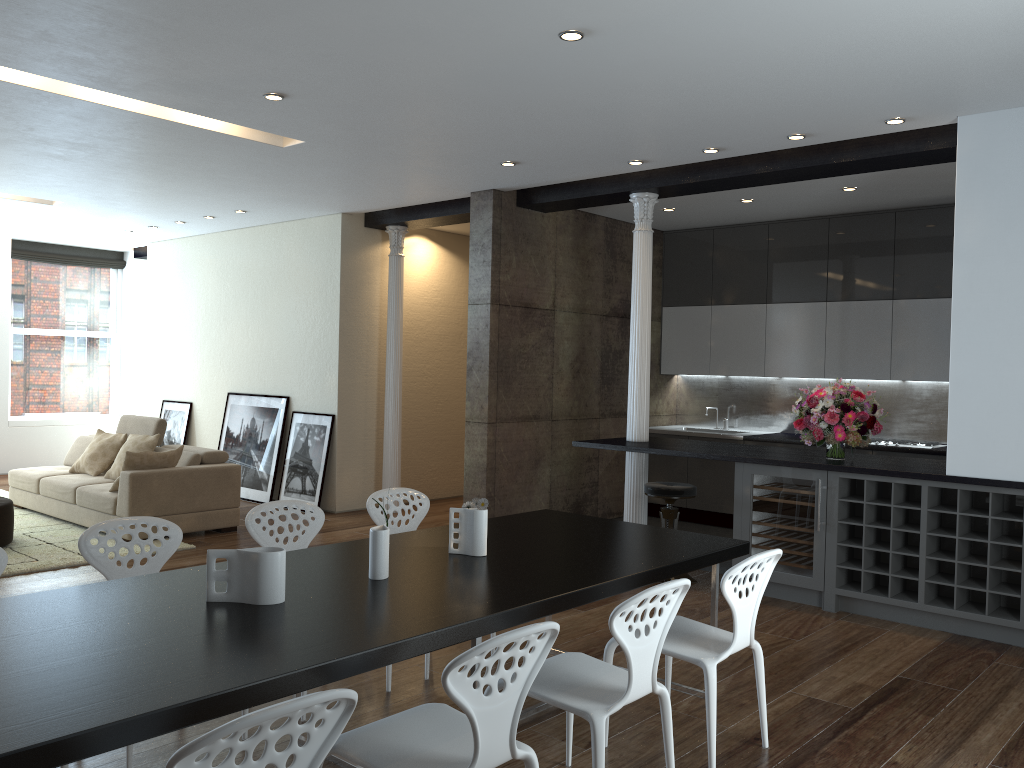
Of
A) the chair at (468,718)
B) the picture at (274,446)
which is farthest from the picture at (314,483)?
the chair at (468,718)

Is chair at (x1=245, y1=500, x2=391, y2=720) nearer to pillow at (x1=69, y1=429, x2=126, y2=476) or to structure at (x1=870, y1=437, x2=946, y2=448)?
pillow at (x1=69, y1=429, x2=126, y2=476)

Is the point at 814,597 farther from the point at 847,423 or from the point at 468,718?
the point at 468,718

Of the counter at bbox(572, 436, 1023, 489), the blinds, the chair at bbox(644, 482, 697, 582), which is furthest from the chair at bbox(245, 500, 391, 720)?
the blinds

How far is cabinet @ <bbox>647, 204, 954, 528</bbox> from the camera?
7.75m

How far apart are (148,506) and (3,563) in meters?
4.1 m

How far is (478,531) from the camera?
3.6m

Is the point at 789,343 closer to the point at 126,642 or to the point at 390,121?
the point at 390,121

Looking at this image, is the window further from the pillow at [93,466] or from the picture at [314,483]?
the picture at [314,483]

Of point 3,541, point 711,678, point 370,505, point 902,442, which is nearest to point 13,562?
point 3,541
